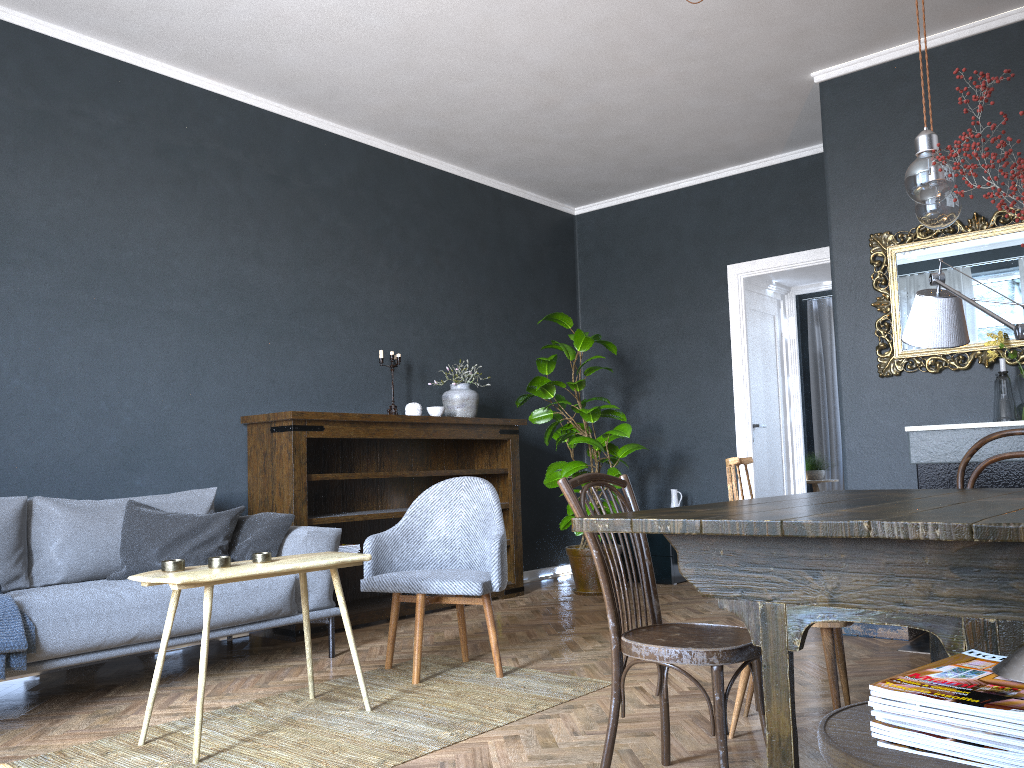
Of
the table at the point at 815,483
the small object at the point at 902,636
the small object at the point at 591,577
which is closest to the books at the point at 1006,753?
the small object at the point at 902,636

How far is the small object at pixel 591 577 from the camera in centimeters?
575cm

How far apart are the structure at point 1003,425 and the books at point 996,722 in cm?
298

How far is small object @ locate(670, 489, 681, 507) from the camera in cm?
642

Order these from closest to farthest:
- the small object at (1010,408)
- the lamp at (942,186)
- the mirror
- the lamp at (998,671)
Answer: the lamp at (998,671) → the lamp at (942,186) → the small object at (1010,408) → the mirror

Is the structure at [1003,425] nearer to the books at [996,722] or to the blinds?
the books at [996,722]

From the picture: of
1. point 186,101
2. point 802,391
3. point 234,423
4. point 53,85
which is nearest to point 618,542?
point 234,423

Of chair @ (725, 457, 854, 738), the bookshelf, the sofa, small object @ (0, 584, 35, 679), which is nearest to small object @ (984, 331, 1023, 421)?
chair @ (725, 457, 854, 738)

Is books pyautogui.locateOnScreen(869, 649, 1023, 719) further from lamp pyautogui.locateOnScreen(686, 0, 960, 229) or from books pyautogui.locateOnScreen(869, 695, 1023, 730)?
lamp pyautogui.locateOnScreen(686, 0, 960, 229)

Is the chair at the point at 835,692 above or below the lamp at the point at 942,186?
below
